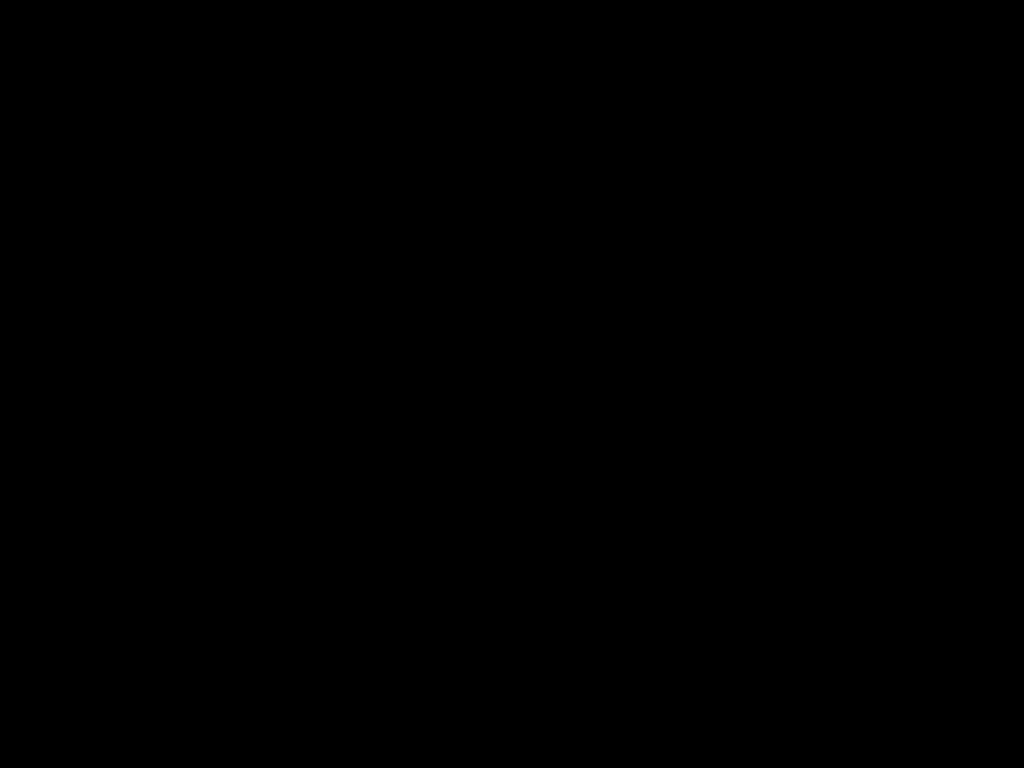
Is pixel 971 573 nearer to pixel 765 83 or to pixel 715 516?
pixel 715 516

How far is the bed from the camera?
0.5m

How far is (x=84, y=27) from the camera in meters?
0.5

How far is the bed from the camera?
0.51m
